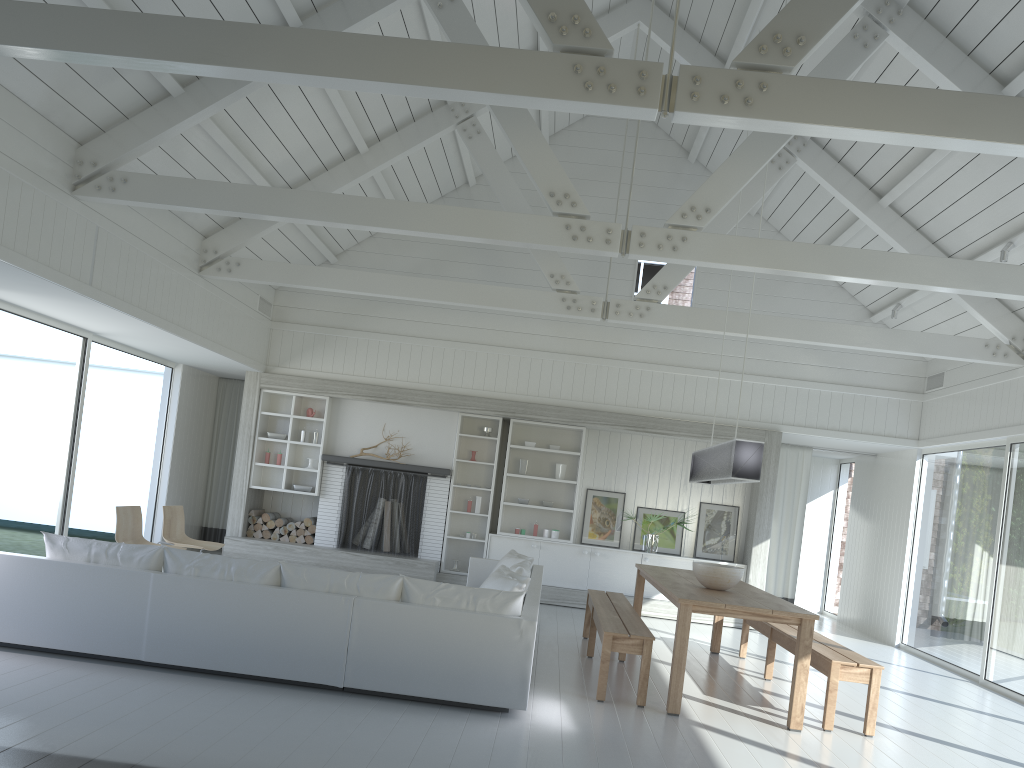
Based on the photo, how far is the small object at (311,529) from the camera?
10.9m

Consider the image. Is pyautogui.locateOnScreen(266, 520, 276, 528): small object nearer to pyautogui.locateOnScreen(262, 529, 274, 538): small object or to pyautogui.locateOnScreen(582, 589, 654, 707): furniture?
pyautogui.locateOnScreen(262, 529, 274, 538): small object

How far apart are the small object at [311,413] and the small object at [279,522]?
1.37m

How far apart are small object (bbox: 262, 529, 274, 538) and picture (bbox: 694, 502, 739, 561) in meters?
5.3

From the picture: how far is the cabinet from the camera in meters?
10.6 m

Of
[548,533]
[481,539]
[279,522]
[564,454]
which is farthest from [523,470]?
[279,522]

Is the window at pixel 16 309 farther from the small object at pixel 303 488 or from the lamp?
the lamp

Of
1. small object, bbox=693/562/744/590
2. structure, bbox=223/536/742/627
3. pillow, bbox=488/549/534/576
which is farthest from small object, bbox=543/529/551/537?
small object, bbox=693/562/744/590

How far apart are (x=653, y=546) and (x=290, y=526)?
4.5 meters

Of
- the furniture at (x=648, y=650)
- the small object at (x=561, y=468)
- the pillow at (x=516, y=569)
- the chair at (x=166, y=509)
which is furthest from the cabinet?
the chair at (x=166, y=509)
